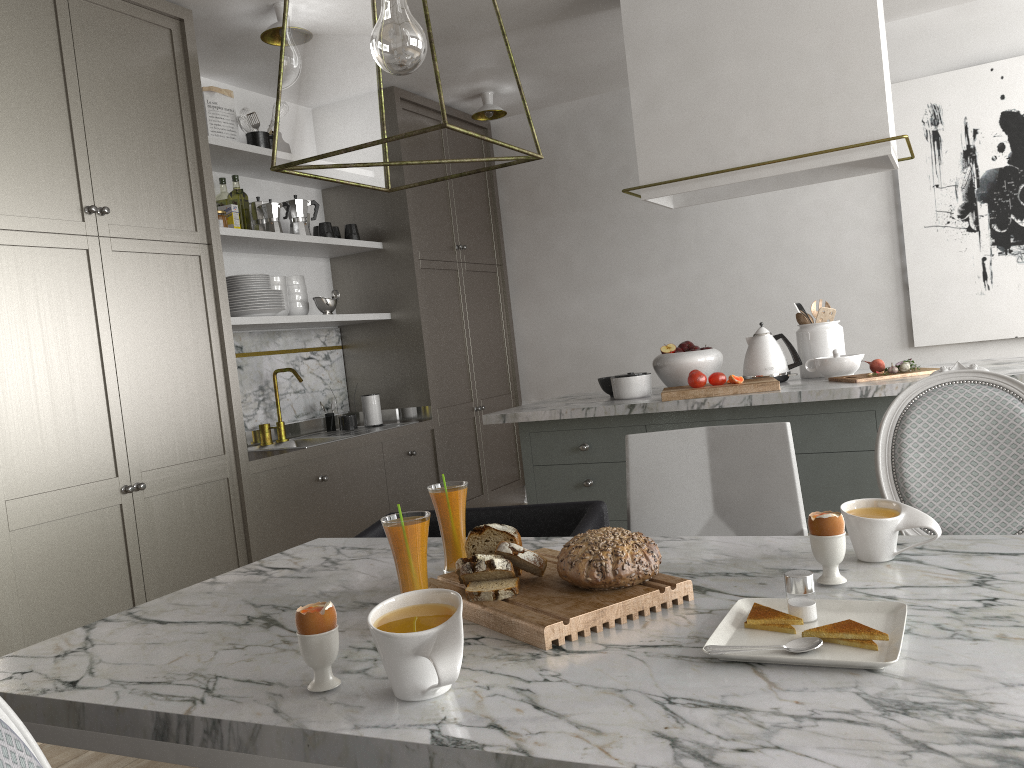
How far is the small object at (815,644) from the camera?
1.01m

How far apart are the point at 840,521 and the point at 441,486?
0.66m

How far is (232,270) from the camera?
4.2 meters

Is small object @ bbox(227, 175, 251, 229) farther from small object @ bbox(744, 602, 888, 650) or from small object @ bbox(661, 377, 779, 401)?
small object @ bbox(744, 602, 888, 650)

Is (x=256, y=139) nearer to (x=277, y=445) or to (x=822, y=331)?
(x=277, y=445)

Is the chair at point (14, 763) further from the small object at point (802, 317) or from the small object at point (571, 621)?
the small object at point (802, 317)

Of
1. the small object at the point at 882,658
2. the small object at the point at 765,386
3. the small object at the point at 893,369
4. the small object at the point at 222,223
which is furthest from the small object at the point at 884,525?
the small object at the point at 222,223

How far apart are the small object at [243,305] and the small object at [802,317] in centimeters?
219cm

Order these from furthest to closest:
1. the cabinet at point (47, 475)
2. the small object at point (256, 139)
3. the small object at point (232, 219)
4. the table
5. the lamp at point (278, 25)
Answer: the small object at point (256, 139)
the small object at point (232, 219)
the lamp at point (278, 25)
the cabinet at point (47, 475)
the table

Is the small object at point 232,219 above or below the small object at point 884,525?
above
